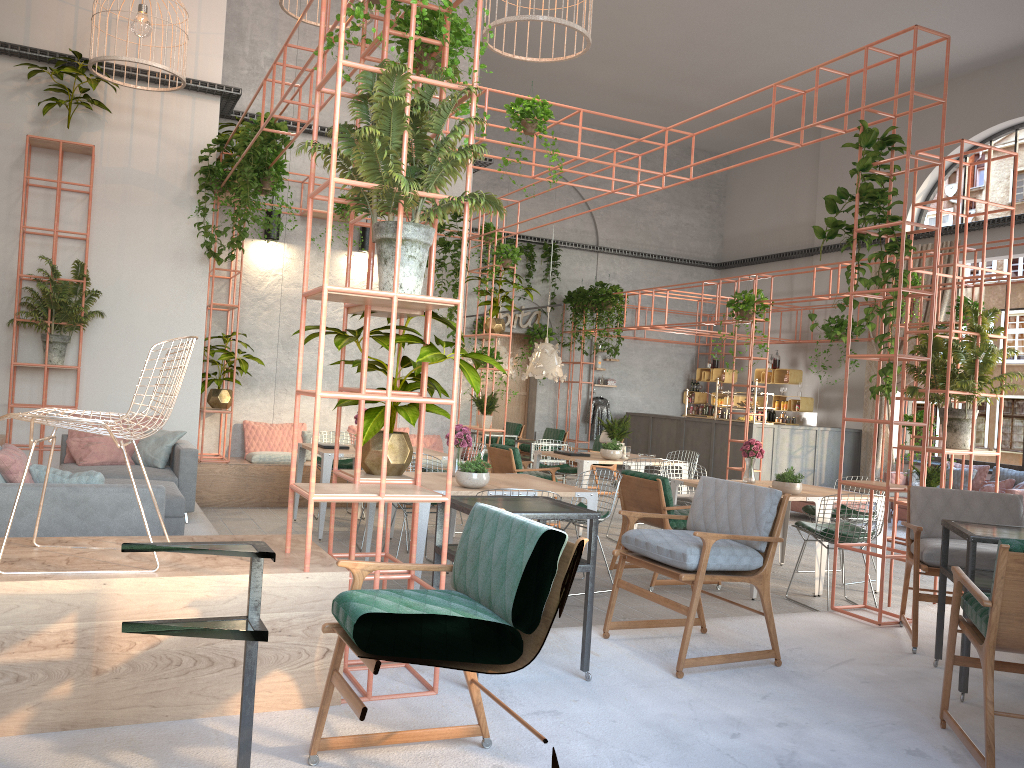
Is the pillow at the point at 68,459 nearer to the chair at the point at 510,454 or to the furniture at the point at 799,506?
the chair at the point at 510,454

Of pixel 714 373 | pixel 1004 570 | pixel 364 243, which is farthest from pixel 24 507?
pixel 714 373

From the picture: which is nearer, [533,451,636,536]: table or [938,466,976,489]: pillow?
[533,451,636,536]: table

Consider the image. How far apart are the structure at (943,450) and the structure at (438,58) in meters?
0.6

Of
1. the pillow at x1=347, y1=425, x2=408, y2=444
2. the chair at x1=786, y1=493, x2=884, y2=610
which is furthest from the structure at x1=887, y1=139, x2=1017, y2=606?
the pillow at x1=347, y1=425, x2=408, y2=444

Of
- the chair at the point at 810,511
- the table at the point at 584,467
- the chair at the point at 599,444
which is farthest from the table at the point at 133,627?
the chair at the point at 599,444

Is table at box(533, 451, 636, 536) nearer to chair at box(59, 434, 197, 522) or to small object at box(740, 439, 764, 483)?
small object at box(740, 439, 764, 483)

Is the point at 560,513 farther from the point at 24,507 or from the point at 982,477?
the point at 982,477

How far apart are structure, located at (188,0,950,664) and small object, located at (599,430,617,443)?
2.0 meters

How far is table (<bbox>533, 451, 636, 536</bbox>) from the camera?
9.58m
